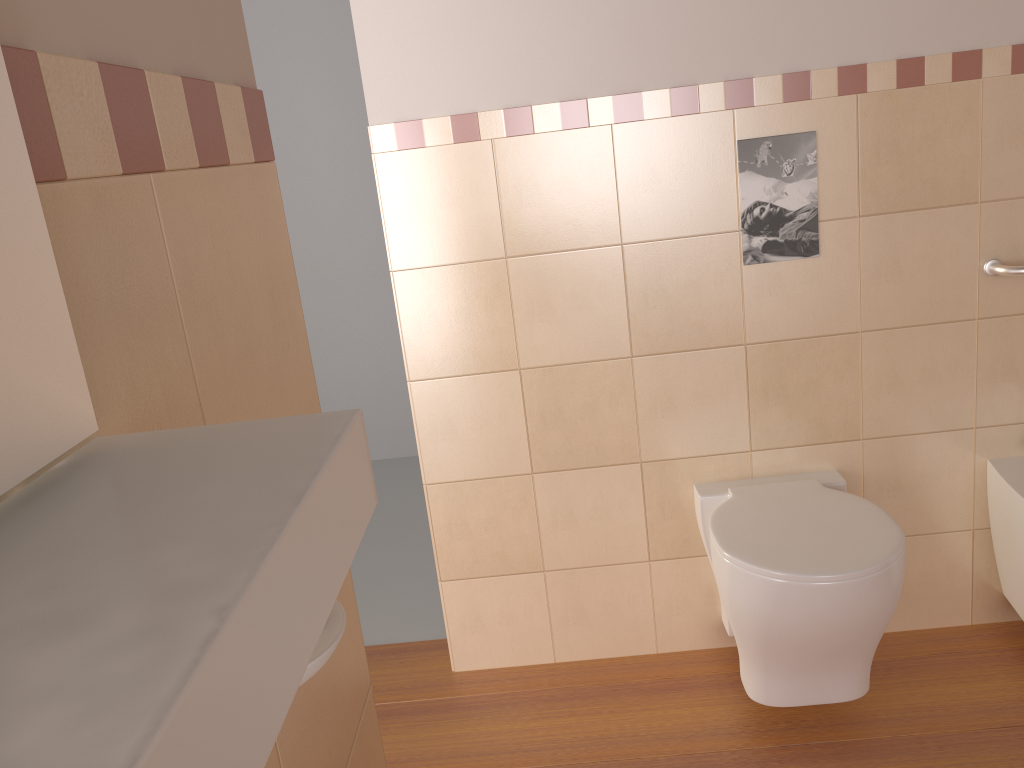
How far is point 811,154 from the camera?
2.0 meters

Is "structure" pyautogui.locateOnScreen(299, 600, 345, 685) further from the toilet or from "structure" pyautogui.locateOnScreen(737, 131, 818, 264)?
"structure" pyautogui.locateOnScreen(737, 131, 818, 264)

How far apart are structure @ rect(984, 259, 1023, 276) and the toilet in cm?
57

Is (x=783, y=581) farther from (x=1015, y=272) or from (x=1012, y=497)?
(x=1015, y=272)

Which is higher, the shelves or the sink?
the shelves

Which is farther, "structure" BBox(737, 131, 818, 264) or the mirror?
"structure" BBox(737, 131, 818, 264)

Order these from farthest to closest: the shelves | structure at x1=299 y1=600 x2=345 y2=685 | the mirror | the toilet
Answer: the toilet, structure at x1=299 y1=600 x2=345 y2=685, the mirror, the shelves

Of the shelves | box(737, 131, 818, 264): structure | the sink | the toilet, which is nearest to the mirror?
the shelves

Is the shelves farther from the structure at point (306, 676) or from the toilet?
the toilet

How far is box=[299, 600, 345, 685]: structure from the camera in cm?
49
